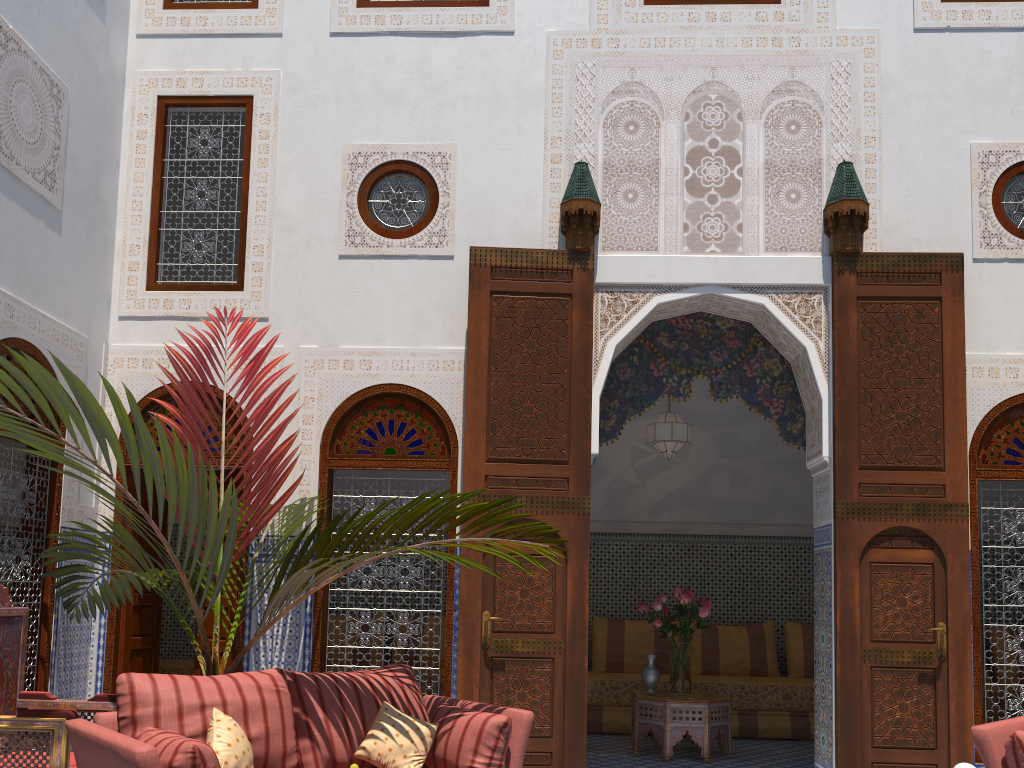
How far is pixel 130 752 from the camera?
2.07m

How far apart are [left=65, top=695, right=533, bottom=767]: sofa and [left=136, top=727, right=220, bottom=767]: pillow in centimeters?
5cm

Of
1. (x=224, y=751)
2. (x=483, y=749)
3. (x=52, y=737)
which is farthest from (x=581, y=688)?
(x=52, y=737)

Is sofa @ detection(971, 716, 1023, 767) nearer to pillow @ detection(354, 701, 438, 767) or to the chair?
pillow @ detection(354, 701, 438, 767)

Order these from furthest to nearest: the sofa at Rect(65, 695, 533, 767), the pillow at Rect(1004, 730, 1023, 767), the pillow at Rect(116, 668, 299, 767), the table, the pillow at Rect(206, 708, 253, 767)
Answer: the table, the pillow at Rect(1004, 730, 1023, 767), the pillow at Rect(116, 668, 299, 767), the pillow at Rect(206, 708, 253, 767), the sofa at Rect(65, 695, 533, 767)

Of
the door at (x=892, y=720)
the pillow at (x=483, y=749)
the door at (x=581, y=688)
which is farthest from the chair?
the door at (x=892, y=720)

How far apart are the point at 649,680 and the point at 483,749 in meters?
2.1

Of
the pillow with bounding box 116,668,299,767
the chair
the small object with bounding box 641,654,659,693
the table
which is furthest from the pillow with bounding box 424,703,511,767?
the small object with bounding box 641,654,659,693

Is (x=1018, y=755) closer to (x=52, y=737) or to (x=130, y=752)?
(x=130, y=752)

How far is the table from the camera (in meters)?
4.44
